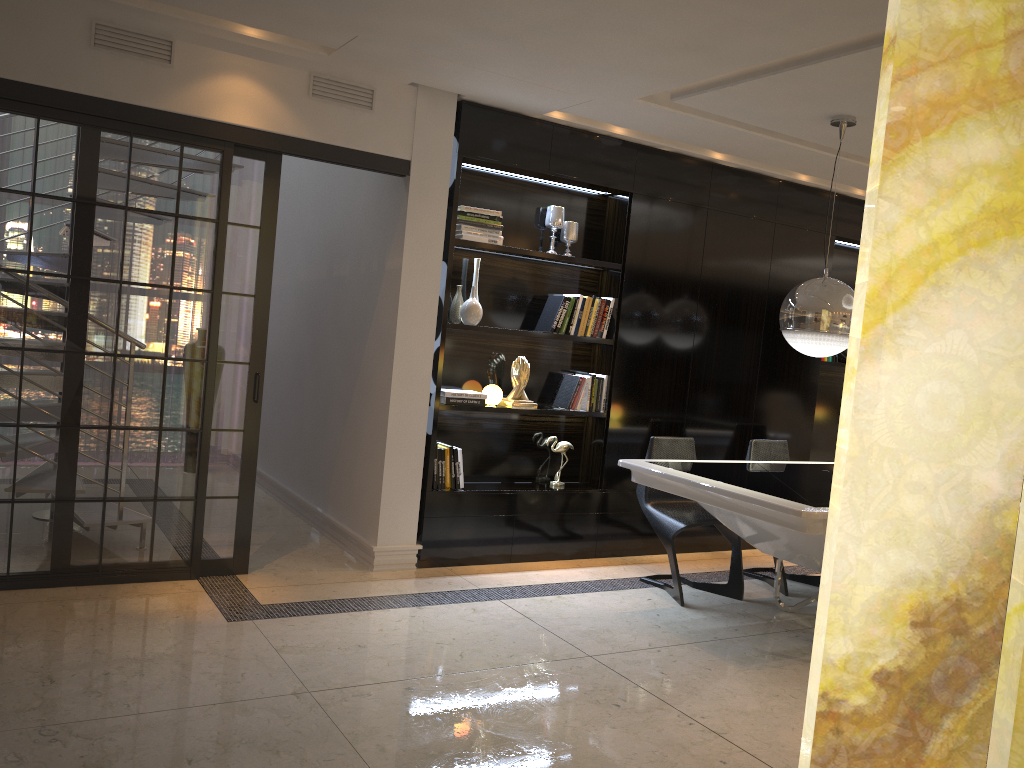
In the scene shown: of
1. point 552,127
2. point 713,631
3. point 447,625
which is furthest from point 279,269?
point 713,631

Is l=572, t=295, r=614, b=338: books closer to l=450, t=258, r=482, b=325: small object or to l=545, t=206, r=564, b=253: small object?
l=545, t=206, r=564, b=253: small object

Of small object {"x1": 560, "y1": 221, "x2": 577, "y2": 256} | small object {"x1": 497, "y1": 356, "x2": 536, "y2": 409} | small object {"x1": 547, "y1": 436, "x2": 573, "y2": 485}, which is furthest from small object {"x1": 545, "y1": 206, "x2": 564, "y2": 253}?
small object {"x1": 547, "y1": 436, "x2": 573, "y2": 485}

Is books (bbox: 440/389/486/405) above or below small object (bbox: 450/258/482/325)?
below

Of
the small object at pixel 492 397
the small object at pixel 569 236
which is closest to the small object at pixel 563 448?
the small object at pixel 492 397

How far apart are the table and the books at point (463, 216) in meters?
1.5 m

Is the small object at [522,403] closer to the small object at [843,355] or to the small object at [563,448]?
the small object at [563,448]

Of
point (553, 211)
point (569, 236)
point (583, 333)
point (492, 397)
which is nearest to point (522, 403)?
point (492, 397)

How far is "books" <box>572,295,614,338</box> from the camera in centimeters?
549cm

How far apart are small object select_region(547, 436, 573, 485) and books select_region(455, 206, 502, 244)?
1.36m
